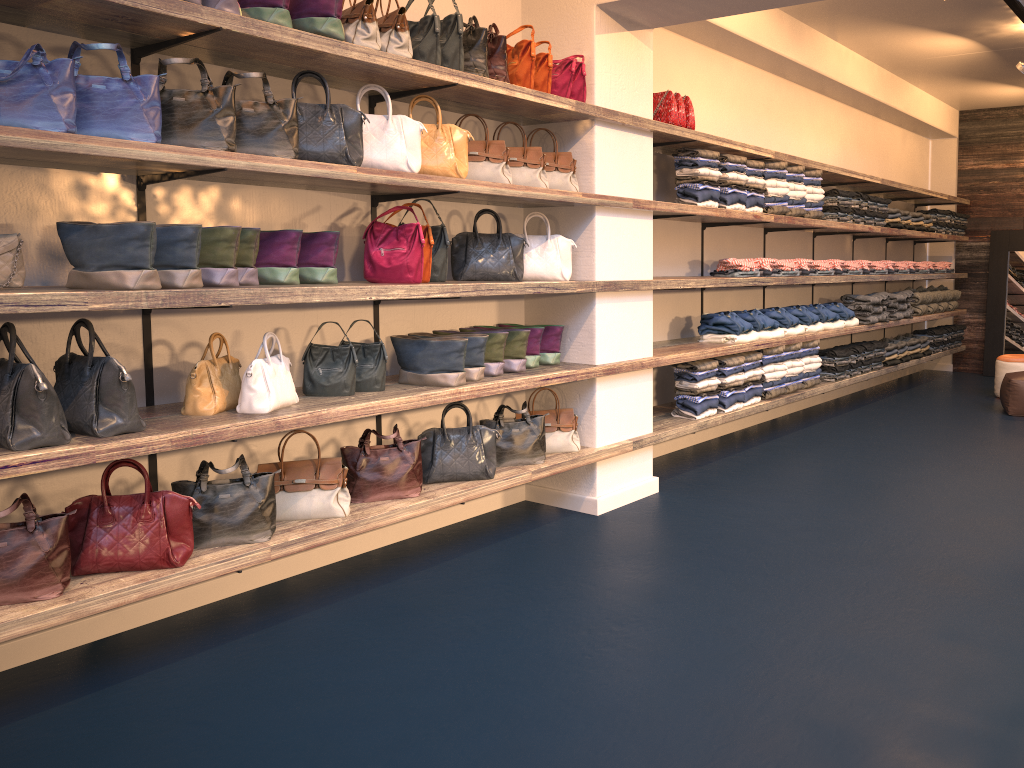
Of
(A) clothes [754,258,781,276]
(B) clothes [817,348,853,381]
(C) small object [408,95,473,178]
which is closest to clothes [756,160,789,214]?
(A) clothes [754,258,781,276]

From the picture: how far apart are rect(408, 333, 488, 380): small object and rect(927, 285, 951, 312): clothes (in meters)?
7.71

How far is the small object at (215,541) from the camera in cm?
346

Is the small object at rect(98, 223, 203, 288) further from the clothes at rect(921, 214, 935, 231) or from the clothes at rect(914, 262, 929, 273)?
Answer: the clothes at rect(914, 262, 929, 273)

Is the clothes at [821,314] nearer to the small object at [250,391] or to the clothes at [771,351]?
the clothes at [771,351]

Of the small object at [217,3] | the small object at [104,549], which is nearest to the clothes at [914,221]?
the small object at [217,3]

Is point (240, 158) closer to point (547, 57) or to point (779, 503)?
point (547, 57)

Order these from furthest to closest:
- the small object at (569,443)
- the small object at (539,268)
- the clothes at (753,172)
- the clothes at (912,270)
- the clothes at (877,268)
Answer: the clothes at (912,270)
the clothes at (877,268)
the clothes at (753,172)
the small object at (569,443)
the small object at (539,268)

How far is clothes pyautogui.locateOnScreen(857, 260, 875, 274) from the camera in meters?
8.1 m

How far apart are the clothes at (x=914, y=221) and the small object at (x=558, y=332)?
5.87m
